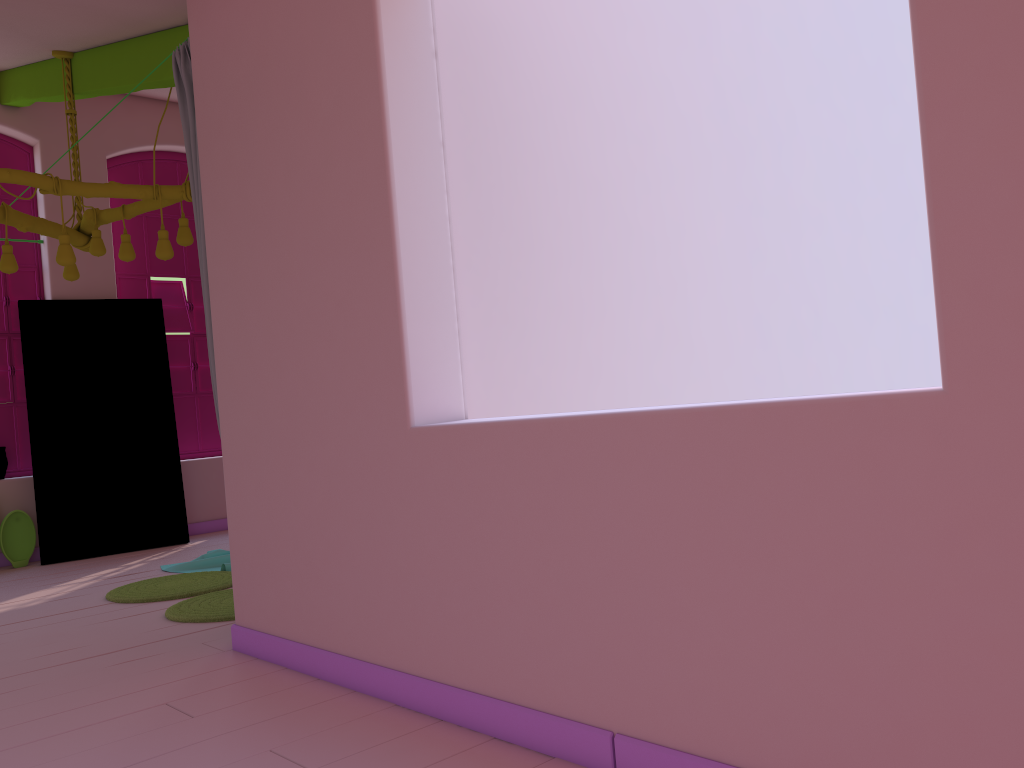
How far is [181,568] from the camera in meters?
6.2

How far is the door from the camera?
7.3 meters

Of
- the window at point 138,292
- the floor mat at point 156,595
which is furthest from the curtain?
the window at point 138,292

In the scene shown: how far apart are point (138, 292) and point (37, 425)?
1.65m

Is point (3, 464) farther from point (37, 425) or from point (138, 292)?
point (138, 292)

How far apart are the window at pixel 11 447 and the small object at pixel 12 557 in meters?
0.5

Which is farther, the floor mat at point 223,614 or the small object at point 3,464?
the small object at point 3,464

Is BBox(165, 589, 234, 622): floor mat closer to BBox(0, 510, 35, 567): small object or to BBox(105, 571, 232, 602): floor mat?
BBox(105, 571, 232, 602): floor mat

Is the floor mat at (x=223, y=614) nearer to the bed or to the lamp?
the bed

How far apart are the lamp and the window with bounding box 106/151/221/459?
2.22m
